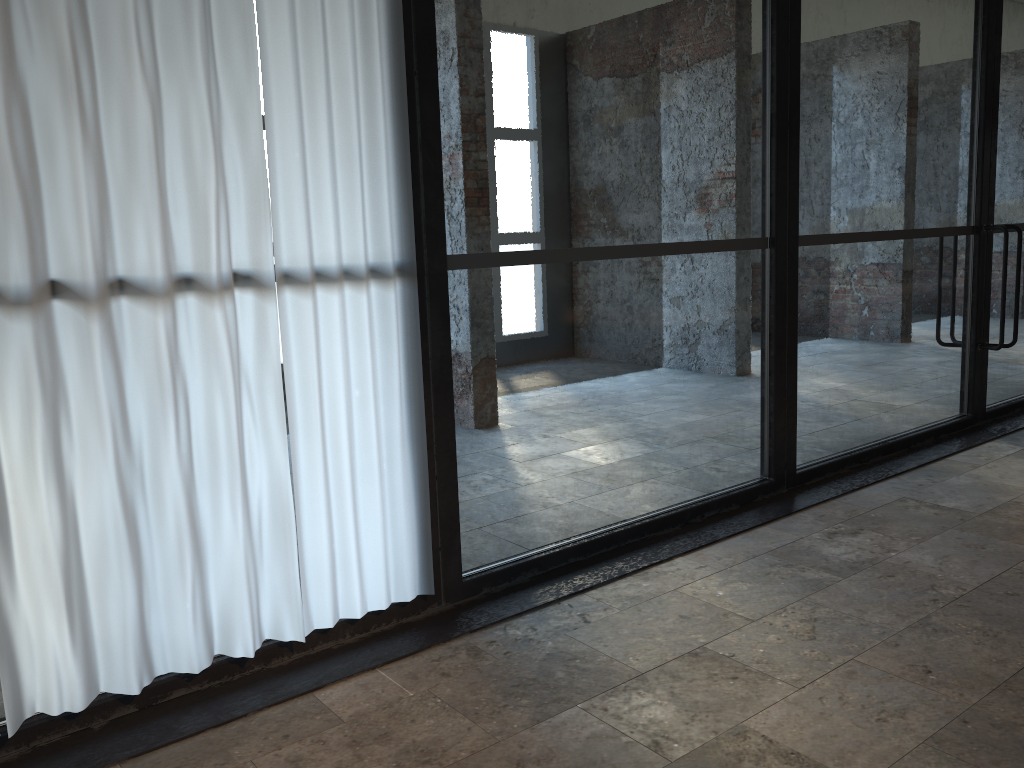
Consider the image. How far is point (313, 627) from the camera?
3.2 meters

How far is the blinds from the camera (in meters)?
2.52

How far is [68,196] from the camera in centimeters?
252cm

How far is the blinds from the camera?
2.5 meters
